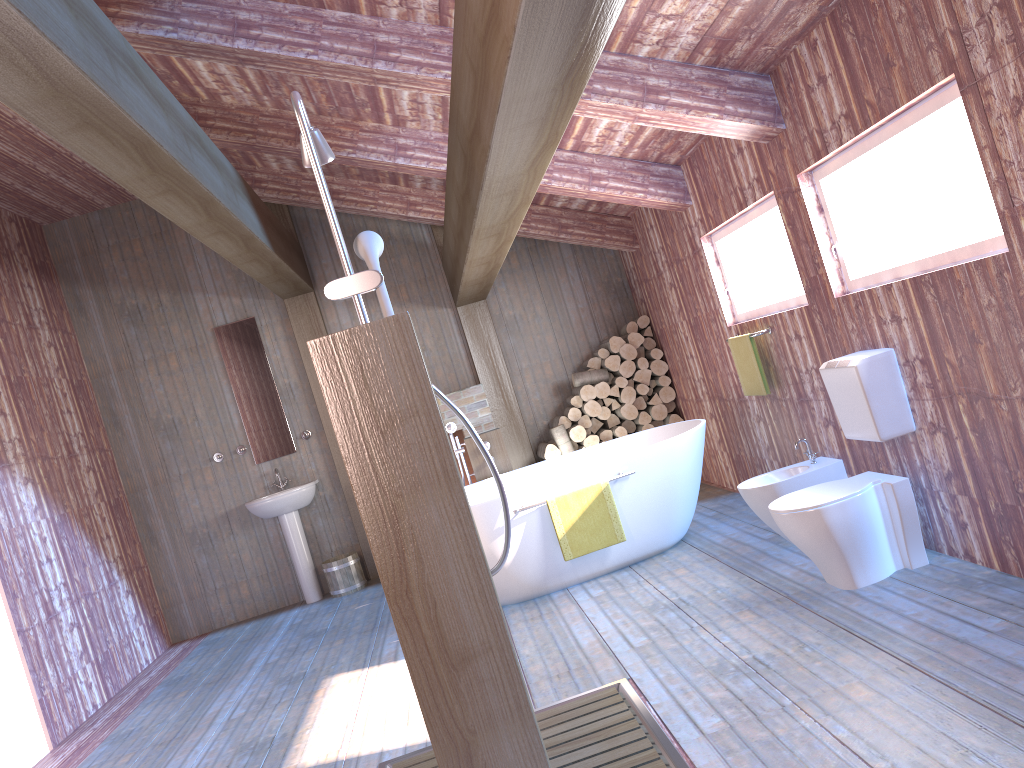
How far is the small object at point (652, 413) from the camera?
7.26m

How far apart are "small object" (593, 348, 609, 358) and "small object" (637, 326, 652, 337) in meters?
0.4

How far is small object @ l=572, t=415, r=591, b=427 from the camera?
7.3m

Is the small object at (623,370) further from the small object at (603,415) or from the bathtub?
the bathtub

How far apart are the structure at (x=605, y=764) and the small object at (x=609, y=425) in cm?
407

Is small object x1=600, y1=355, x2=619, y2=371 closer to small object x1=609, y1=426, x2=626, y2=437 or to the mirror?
small object x1=609, y1=426, x2=626, y2=437

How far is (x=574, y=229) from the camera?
7.00m

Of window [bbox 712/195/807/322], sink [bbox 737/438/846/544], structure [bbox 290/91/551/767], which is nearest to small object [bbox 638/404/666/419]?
window [bbox 712/195/807/322]

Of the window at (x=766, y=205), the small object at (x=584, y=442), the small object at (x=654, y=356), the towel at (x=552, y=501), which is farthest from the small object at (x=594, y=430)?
the towel at (x=552, y=501)

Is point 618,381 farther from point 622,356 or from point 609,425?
point 609,425
